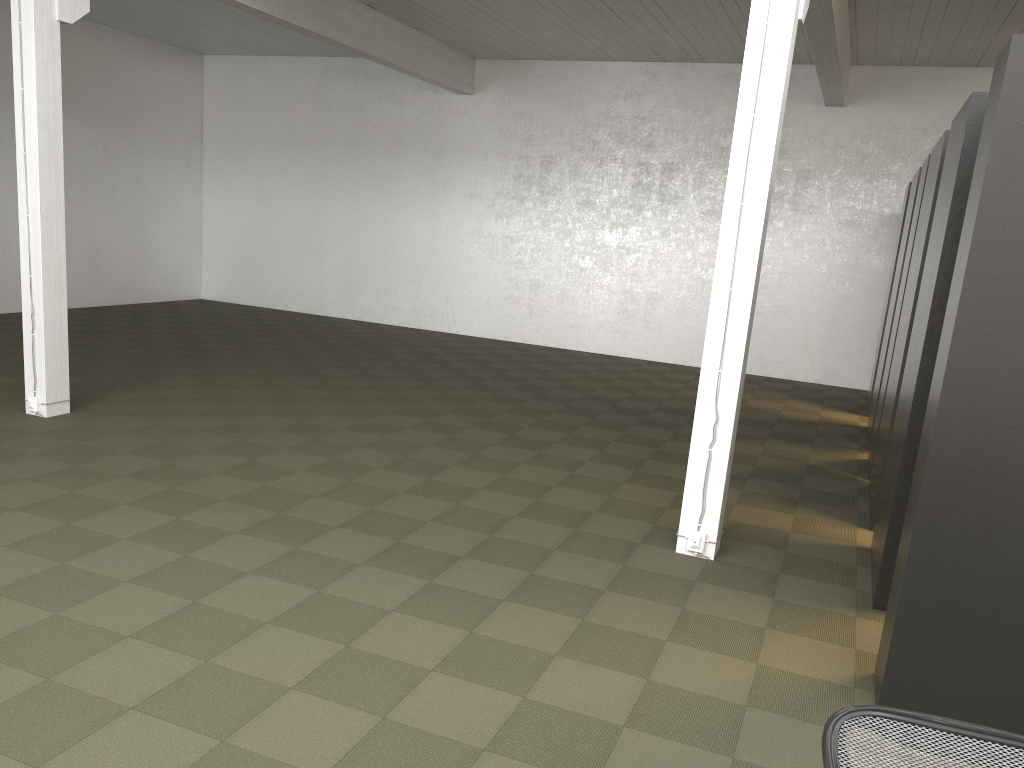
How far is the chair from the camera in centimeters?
199cm

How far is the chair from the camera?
2.0m

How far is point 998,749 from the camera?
2.0 meters

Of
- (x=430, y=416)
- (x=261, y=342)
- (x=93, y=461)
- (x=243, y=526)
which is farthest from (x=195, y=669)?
(x=261, y=342)
